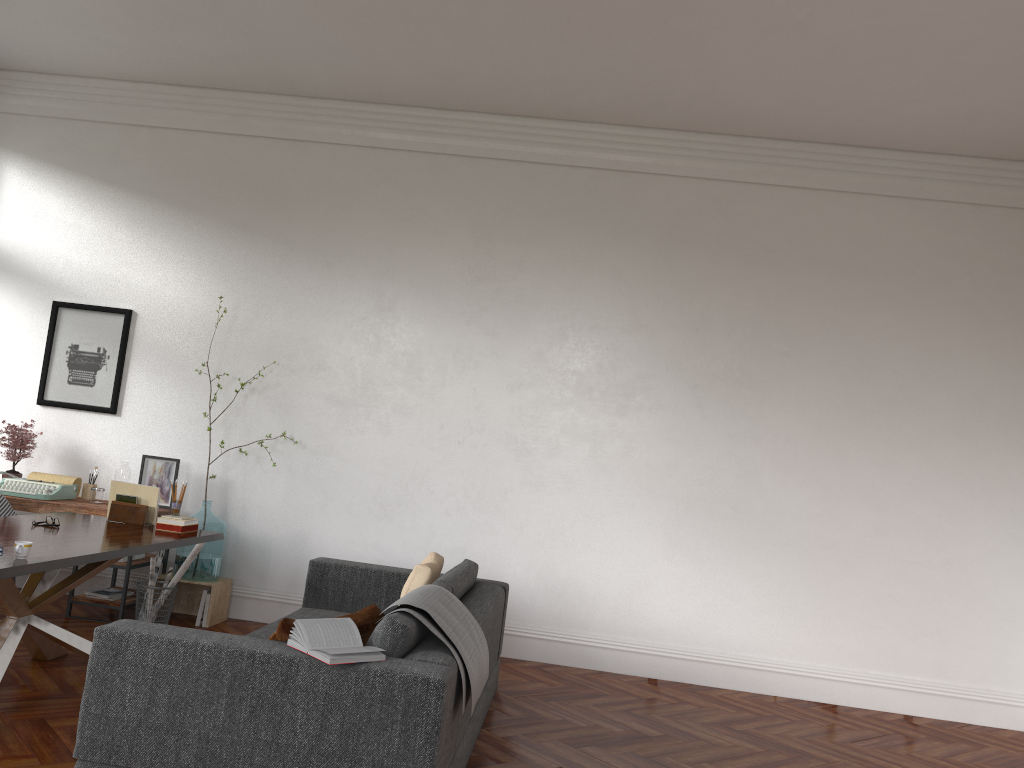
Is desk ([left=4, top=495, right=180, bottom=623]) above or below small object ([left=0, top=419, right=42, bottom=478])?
below

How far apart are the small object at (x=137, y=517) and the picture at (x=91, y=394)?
1.8m

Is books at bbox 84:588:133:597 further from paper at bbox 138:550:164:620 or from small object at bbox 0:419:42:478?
small object at bbox 0:419:42:478

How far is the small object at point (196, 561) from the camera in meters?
6.2 m

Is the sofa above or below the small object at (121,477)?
below

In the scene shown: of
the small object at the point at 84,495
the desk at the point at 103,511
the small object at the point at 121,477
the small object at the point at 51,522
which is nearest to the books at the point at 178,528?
the small object at the point at 51,522

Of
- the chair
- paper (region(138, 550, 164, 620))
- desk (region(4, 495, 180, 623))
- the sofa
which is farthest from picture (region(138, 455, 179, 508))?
the sofa

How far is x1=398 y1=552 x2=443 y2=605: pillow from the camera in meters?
4.6 m

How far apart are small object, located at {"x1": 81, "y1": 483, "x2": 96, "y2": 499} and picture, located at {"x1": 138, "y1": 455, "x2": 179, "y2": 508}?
0.4m

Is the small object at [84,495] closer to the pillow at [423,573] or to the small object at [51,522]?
the small object at [51,522]
